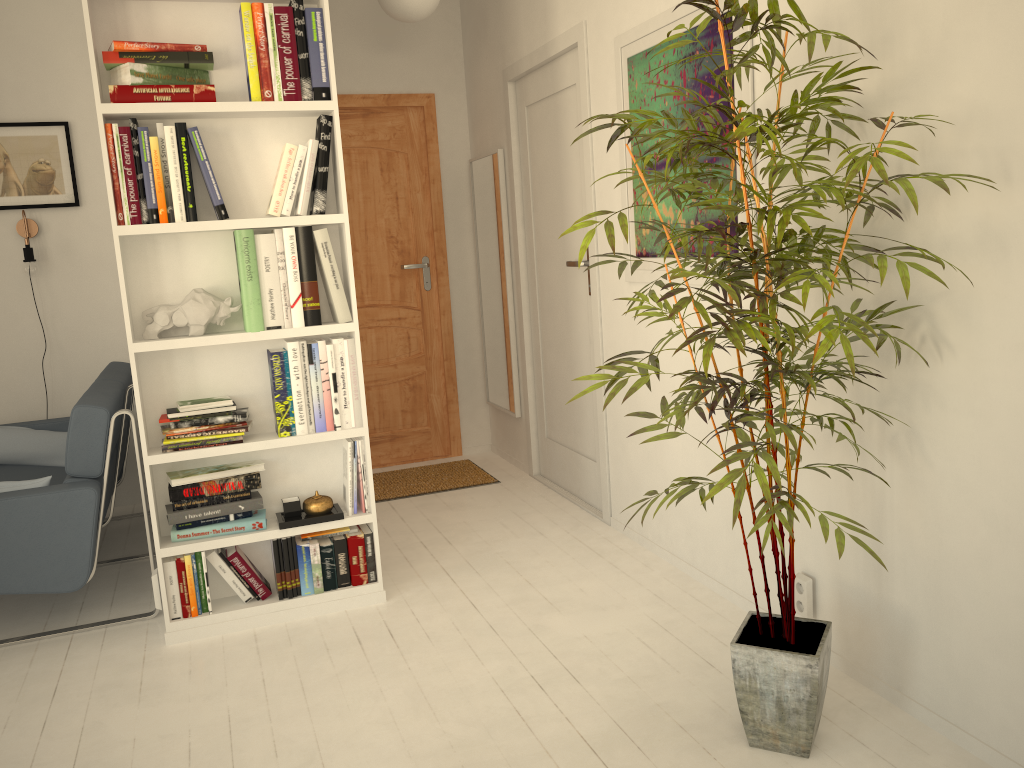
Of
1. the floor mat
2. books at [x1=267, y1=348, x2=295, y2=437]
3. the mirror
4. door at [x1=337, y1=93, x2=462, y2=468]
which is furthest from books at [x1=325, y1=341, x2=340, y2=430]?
door at [x1=337, y1=93, x2=462, y2=468]

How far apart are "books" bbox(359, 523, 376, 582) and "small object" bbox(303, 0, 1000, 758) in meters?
0.2

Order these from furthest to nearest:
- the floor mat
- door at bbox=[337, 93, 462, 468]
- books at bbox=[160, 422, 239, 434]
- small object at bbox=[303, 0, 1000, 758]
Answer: door at bbox=[337, 93, 462, 468] < the floor mat < books at bbox=[160, 422, 239, 434] < small object at bbox=[303, 0, 1000, 758]

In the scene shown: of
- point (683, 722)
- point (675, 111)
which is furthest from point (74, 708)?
point (675, 111)

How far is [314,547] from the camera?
3.00m

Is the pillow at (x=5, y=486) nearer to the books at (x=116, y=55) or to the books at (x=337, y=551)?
the books at (x=337, y=551)

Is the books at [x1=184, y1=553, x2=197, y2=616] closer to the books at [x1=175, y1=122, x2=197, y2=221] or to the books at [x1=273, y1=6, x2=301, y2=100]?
the books at [x1=175, y1=122, x2=197, y2=221]

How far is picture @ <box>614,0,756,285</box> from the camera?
2.7 meters

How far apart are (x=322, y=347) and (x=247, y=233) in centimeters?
43cm

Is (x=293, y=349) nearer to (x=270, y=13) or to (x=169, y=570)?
(x=169, y=570)
